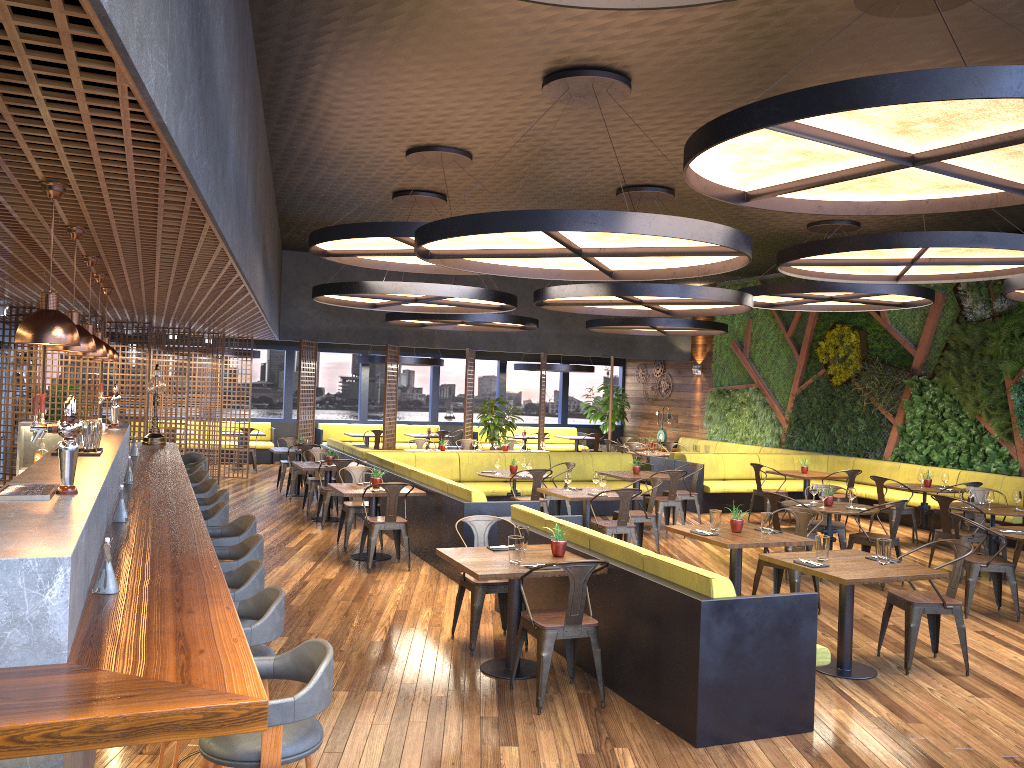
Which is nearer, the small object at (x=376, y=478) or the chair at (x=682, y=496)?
the small object at (x=376, y=478)

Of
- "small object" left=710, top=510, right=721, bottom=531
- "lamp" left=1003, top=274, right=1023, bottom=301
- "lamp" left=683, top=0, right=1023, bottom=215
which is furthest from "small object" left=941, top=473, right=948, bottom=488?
"lamp" left=683, top=0, right=1023, bottom=215

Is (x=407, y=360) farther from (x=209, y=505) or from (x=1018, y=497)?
(x=209, y=505)

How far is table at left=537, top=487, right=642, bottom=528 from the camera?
9.6 meters

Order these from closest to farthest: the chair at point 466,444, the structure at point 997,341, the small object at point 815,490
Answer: the small object at point 815,490, the structure at point 997,341, the chair at point 466,444

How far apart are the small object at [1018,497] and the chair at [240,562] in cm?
861

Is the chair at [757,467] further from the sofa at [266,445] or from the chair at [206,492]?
the sofa at [266,445]

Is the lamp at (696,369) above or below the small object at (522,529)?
above

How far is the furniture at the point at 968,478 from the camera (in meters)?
13.20

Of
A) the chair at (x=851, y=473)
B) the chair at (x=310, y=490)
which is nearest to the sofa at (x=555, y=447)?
the chair at (x=310, y=490)
